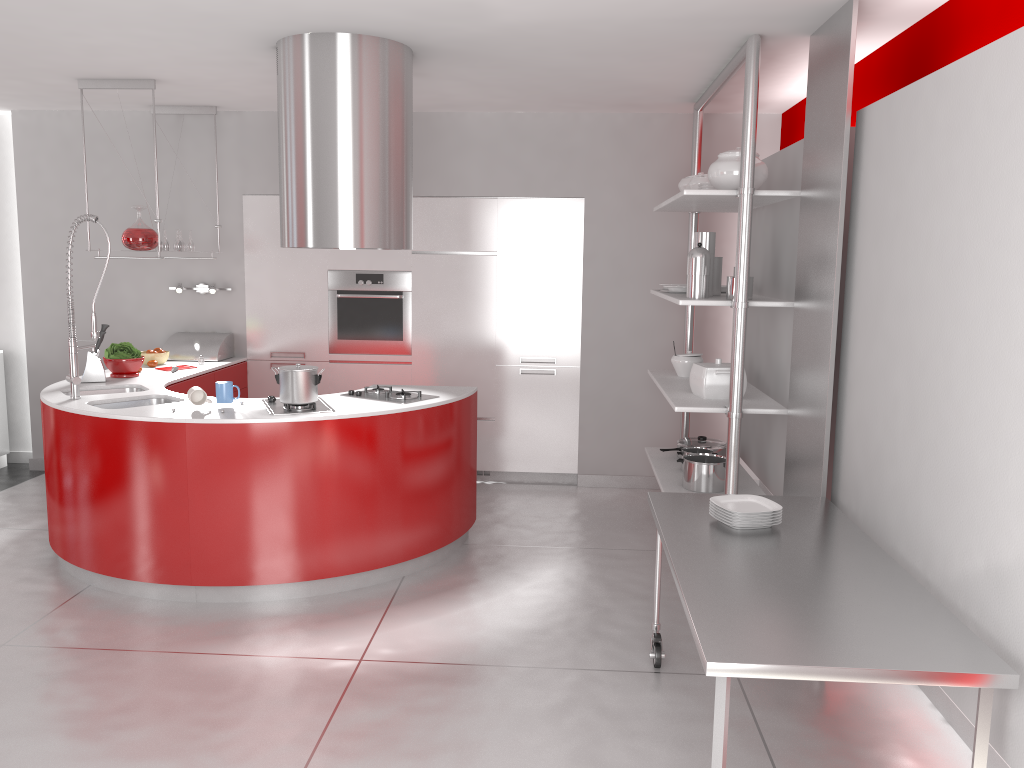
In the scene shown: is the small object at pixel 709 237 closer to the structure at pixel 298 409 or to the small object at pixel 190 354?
the structure at pixel 298 409

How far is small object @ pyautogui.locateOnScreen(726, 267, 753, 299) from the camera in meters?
4.3 m

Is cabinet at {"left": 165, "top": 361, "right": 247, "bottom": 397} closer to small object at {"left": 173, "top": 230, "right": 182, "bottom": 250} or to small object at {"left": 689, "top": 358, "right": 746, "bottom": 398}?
small object at {"left": 173, "top": 230, "right": 182, "bottom": 250}

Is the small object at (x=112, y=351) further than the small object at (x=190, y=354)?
No

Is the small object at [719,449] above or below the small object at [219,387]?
below

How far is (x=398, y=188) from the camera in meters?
4.2

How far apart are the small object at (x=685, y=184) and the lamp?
3.28m

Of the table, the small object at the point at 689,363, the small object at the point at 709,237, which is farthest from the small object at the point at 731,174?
the table

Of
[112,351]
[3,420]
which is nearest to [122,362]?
[112,351]

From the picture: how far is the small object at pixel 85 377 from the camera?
5.0 meters
